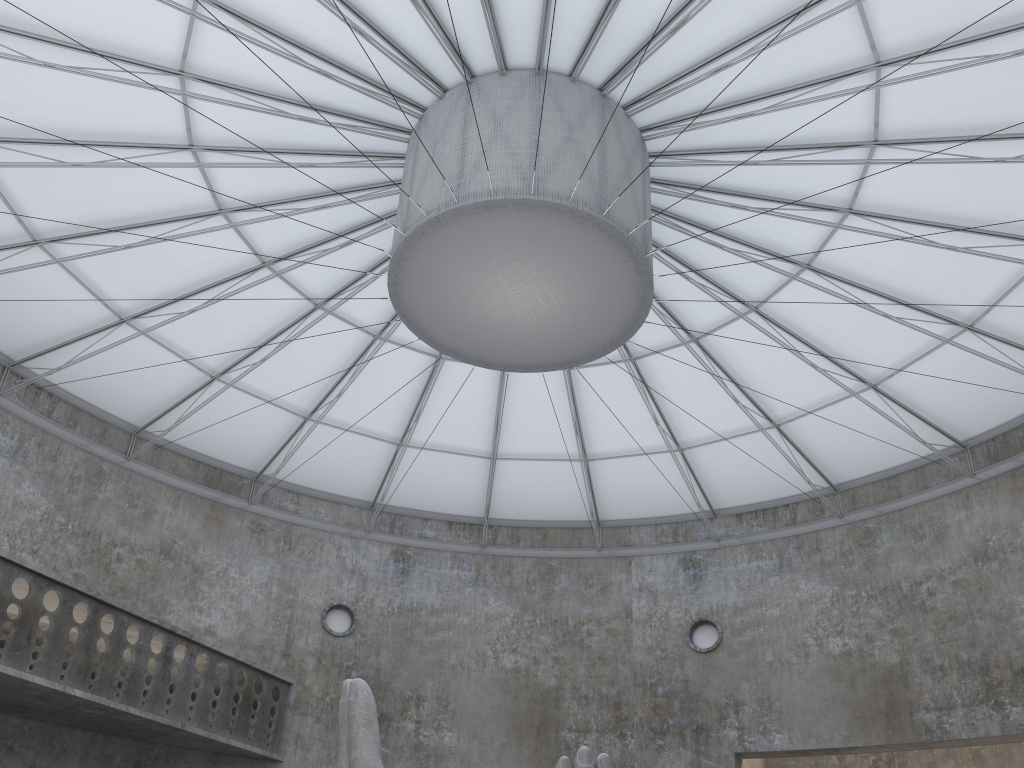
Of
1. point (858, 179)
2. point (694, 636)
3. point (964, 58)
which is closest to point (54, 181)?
point (858, 179)

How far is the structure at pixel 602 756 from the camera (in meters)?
15.11

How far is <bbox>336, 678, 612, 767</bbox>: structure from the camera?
15.1m

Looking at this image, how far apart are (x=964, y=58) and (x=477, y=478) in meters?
24.8 m
